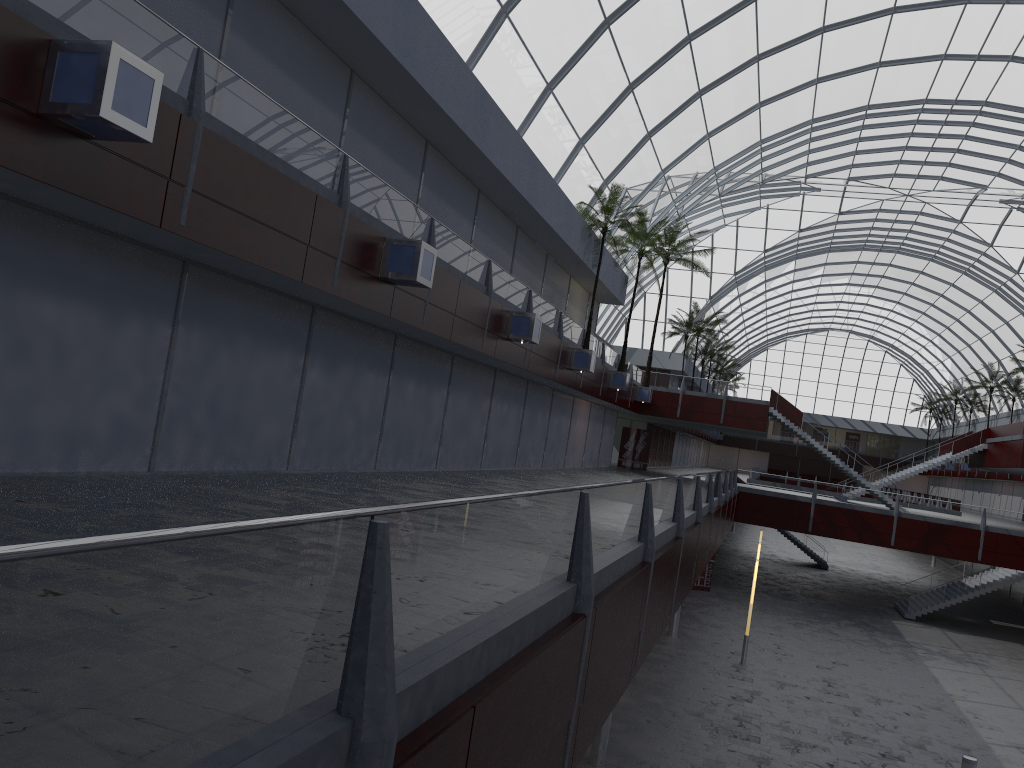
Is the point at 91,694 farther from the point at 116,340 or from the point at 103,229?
the point at 116,340
